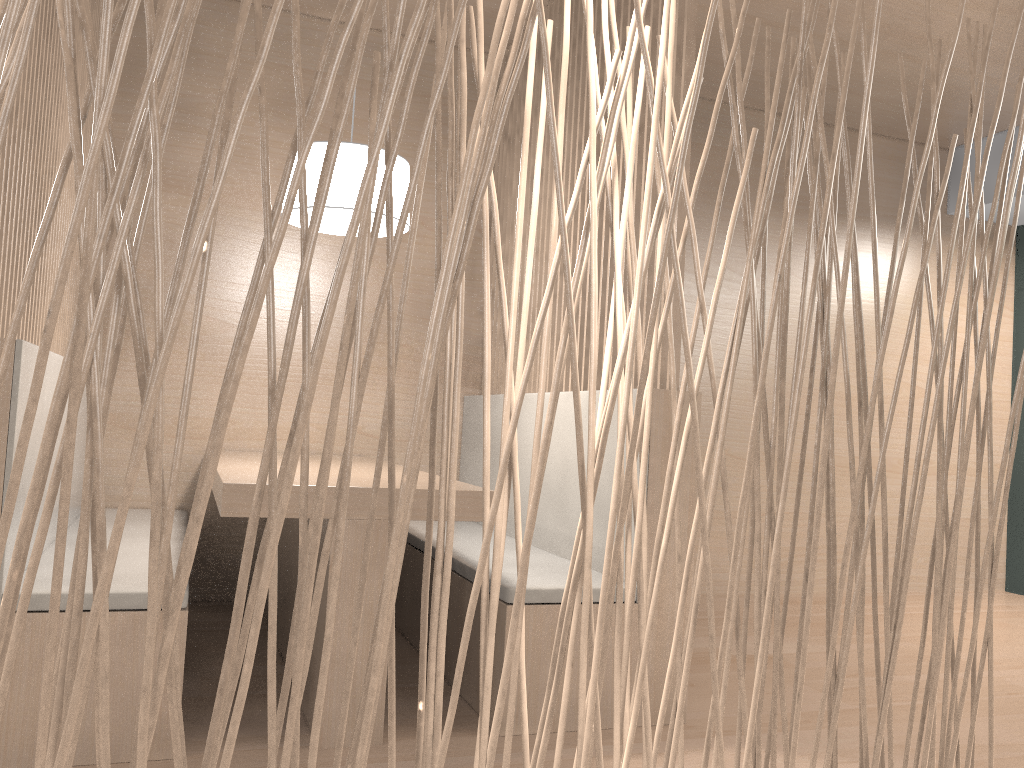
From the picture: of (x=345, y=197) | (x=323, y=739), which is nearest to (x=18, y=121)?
(x=345, y=197)

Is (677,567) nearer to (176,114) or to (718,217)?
(718,217)

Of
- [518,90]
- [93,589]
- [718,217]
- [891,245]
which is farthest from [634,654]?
[891,245]

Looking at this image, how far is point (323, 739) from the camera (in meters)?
1.34

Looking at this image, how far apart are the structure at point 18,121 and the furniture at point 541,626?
0.9m

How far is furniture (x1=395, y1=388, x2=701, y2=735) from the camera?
1.5m

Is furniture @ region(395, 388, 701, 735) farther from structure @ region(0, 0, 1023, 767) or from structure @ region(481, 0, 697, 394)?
structure @ region(0, 0, 1023, 767)

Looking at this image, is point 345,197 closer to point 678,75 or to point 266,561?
point 678,75

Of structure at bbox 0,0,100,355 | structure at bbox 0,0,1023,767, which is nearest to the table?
structure at bbox 0,0,100,355

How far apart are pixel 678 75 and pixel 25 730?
1.48m
